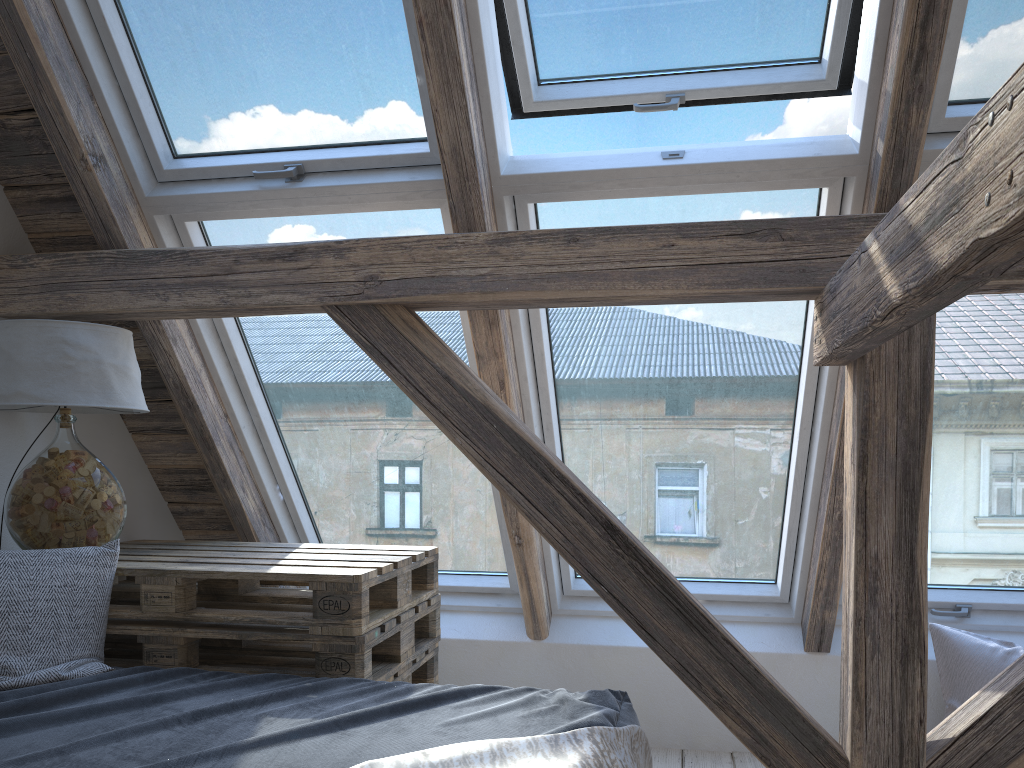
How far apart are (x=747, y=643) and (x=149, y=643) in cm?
180

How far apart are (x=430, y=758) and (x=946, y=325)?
1.7m

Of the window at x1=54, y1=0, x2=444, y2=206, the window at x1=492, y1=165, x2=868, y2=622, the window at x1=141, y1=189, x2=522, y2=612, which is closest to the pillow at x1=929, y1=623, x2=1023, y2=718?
the window at x1=492, y1=165, x2=868, y2=622

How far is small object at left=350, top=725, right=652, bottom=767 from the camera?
1.3m

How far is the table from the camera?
2.0 meters

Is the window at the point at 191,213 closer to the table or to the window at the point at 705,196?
the window at the point at 705,196

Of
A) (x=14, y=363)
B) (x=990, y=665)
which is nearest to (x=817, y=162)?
(x=990, y=665)

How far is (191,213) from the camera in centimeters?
237cm

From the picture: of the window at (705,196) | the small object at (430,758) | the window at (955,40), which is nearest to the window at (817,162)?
the window at (705,196)

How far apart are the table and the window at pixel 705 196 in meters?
0.5
